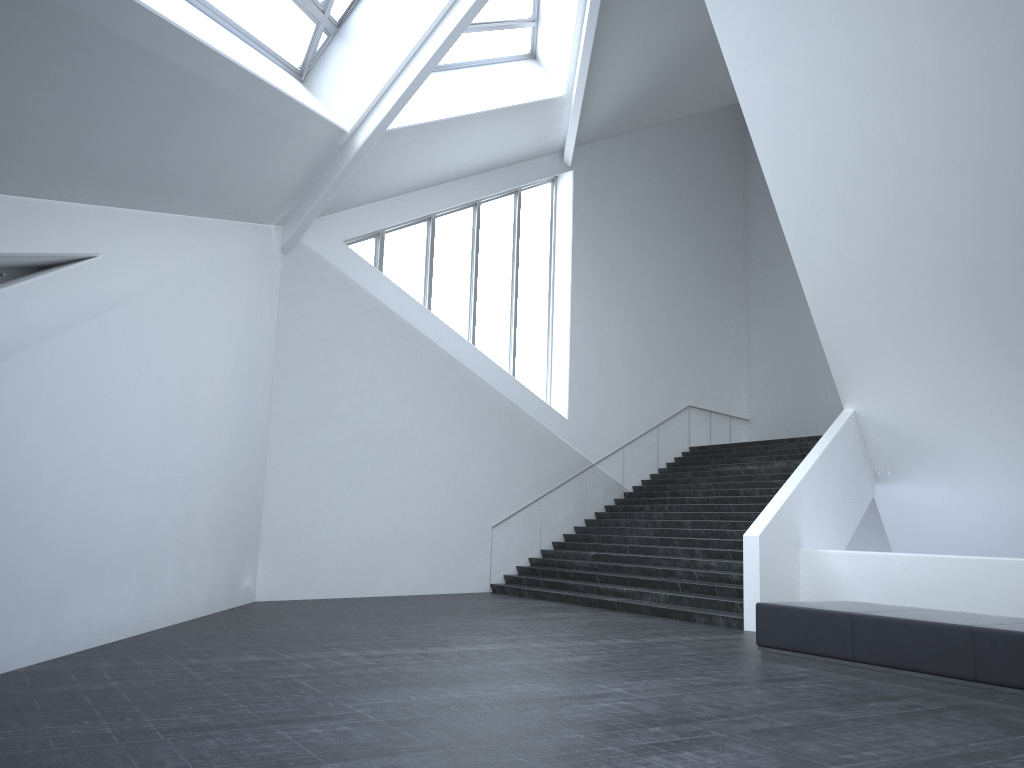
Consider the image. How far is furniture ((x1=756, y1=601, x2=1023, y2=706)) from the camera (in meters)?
7.03

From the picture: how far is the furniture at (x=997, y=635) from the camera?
7.03m

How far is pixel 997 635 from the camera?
7.0 meters

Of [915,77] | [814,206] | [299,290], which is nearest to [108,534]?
[299,290]
